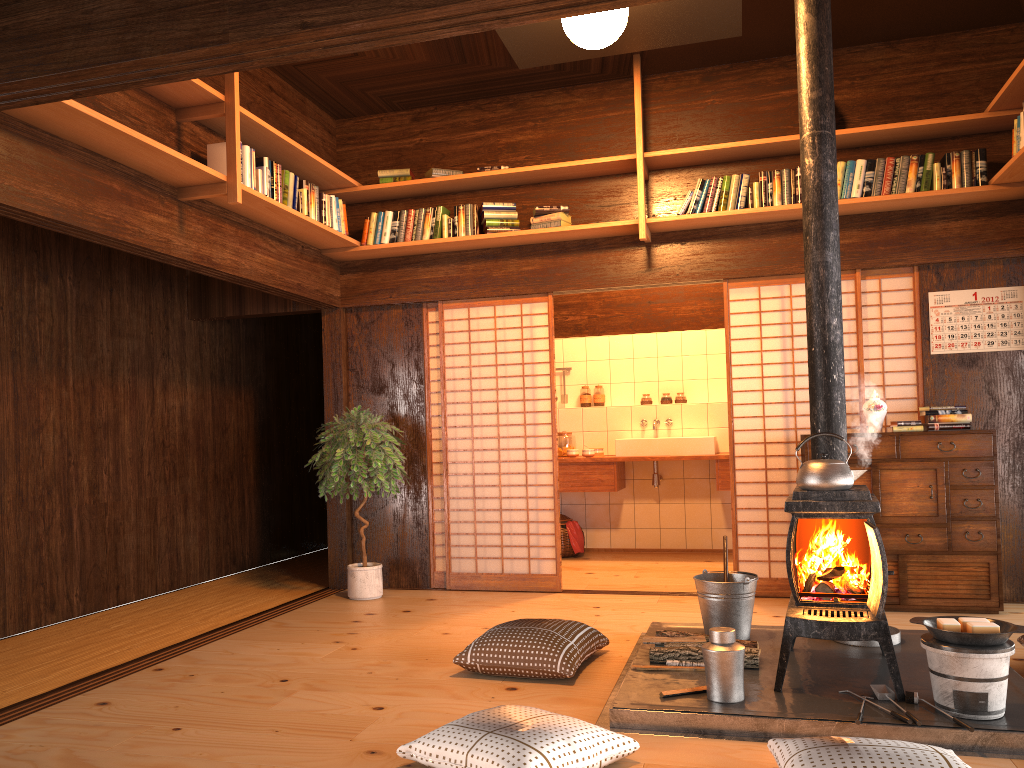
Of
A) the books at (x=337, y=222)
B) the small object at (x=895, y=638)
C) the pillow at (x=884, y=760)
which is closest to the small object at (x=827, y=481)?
the small object at (x=895, y=638)

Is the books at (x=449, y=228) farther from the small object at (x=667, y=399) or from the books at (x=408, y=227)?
the small object at (x=667, y=399)

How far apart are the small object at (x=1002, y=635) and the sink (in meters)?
3.99

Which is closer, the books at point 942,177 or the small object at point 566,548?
the books at point 942,177

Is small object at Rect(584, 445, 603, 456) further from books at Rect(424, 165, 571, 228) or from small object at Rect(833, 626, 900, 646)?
small object at Rect(833, 626, 900, 646)

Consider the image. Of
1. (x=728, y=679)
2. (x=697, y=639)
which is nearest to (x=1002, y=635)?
(x=728, y=679)

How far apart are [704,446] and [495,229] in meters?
2.6 m

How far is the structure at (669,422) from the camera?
7.75m

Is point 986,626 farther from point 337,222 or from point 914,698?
point 337,222

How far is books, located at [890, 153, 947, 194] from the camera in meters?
5.2
